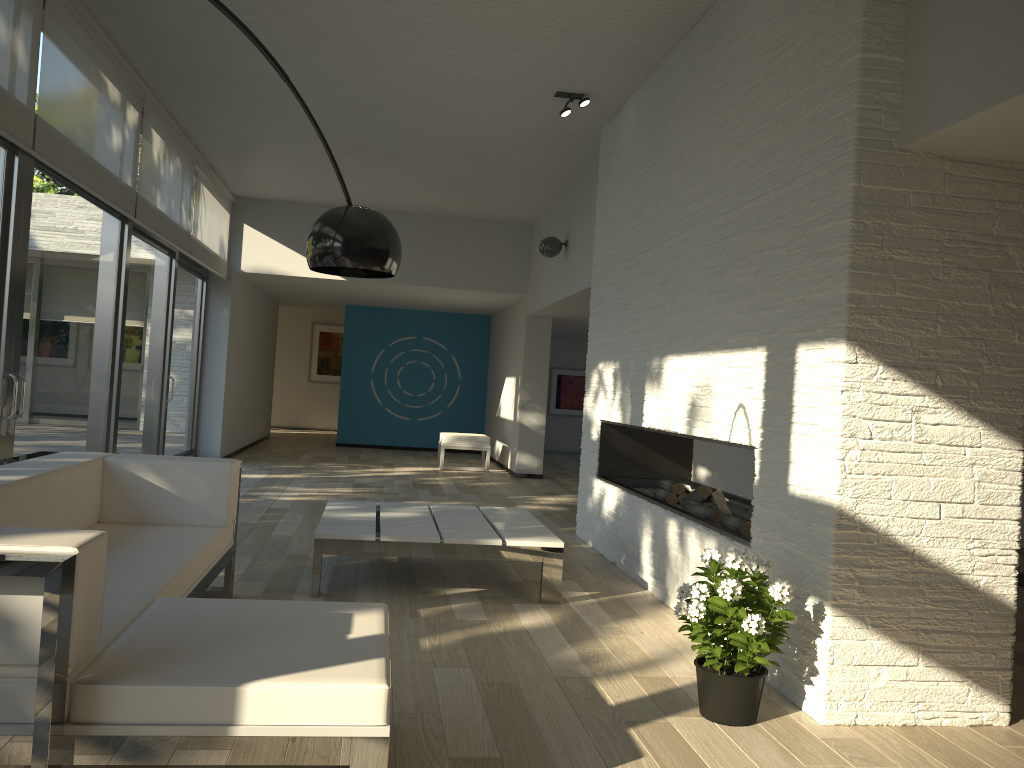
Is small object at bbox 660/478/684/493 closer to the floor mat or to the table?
the table

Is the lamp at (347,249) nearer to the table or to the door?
the table

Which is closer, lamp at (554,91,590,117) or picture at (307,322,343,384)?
lamp at (554,91,590,117)

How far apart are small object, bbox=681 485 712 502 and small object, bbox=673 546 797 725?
1.8 meters

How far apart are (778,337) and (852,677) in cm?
127

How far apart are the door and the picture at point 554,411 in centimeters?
679cm

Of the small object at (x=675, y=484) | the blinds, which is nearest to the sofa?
the blinds

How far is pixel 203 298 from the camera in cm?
999

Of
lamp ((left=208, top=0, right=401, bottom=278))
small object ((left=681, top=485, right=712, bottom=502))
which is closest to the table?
small object ((left=681, top=485, right=712, bottom=502))

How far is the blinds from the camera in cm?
427
